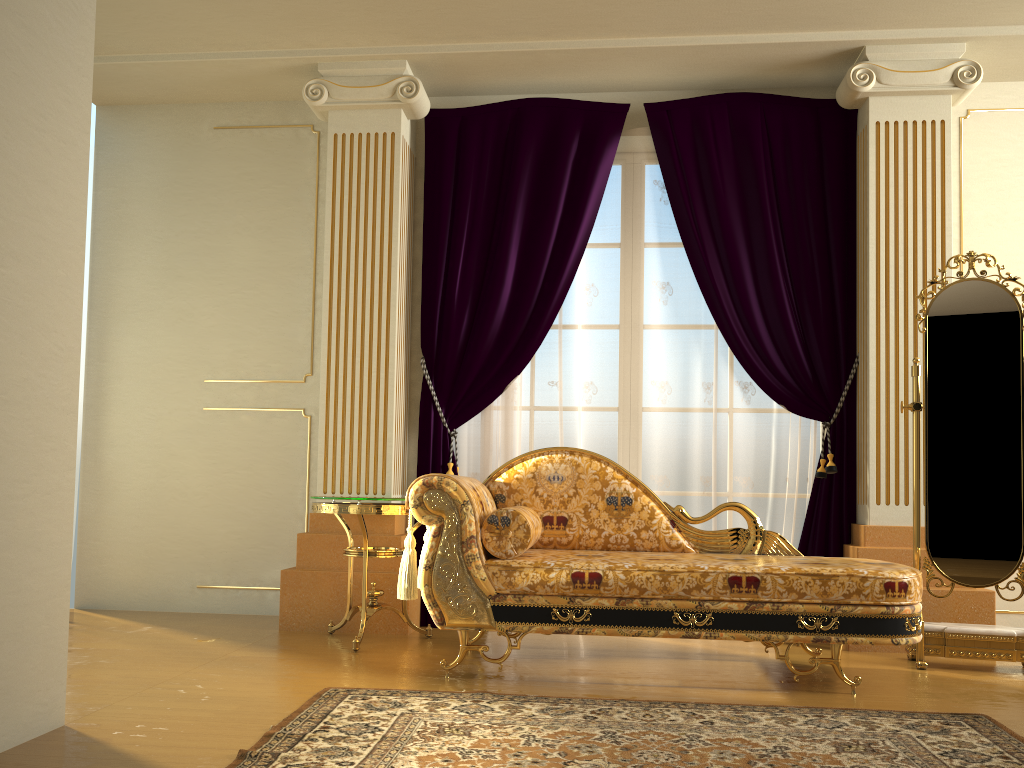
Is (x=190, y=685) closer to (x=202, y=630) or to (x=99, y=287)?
(x=202, y=630)

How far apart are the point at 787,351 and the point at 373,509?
2.10m

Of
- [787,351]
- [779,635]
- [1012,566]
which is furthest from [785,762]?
[787,351]

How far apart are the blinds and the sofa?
0.6m

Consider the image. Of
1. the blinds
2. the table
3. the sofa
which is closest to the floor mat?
the sofa

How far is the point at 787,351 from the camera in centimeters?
425cm

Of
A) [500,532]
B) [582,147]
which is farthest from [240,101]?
[500,532]

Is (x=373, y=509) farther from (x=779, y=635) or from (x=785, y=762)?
(x=785, y=762)

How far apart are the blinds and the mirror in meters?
0.5

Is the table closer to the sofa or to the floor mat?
the sofa
